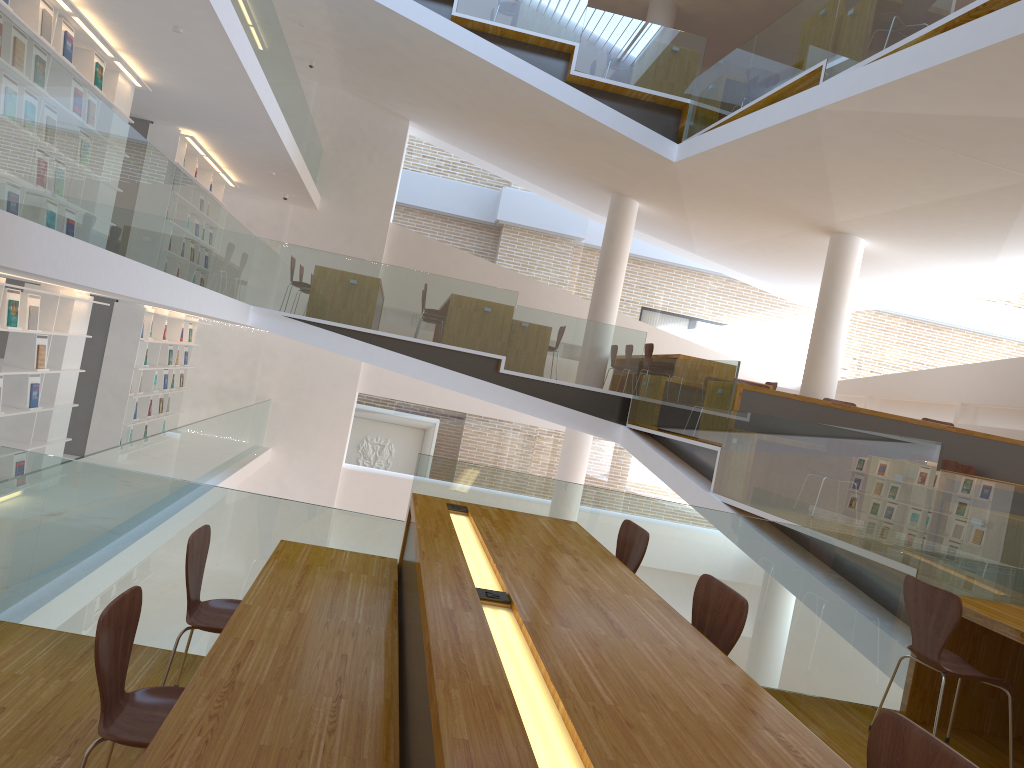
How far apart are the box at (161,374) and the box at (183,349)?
0.9m

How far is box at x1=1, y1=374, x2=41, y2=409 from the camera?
7.3m

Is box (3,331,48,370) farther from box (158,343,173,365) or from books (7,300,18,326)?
box (158,343,173,365)

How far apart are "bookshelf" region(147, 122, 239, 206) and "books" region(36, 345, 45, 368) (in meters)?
3.50

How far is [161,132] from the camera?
10.06m

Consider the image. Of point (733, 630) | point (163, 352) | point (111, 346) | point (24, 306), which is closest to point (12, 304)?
point (24, 306)

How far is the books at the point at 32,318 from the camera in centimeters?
704cm

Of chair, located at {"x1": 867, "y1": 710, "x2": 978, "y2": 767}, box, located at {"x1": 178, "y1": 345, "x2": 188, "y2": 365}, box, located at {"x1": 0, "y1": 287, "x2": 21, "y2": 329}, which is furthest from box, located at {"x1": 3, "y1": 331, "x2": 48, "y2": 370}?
chair, located at {"x1": 867, "y1": 710, "x2": 978, "y2": 767}

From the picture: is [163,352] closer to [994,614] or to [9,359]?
[9,359]

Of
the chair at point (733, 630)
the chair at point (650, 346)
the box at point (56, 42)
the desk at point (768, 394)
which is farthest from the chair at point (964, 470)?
the box at point (56, 42)
